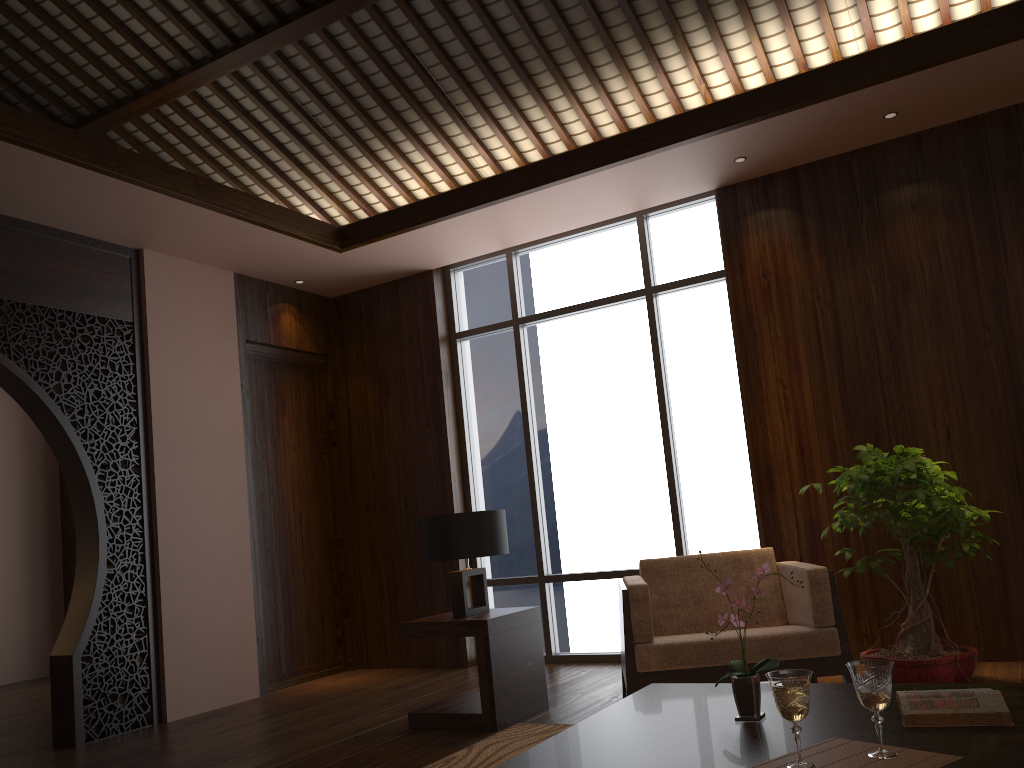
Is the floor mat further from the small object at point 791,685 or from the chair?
the small object at point 791,685

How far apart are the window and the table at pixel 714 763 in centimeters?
265cm

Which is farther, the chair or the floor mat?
the chair

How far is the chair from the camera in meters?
3.6

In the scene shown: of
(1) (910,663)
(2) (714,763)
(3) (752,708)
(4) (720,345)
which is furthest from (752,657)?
(4) (720,345)

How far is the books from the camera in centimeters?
198cm

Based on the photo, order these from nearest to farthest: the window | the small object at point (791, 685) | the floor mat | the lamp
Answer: the small object at point (791, 685)
the floor mat
the lamp
the window

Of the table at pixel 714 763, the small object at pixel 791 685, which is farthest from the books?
the small object at pixel 791 685

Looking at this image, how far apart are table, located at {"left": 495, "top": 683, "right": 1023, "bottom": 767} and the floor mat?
0.9 meters

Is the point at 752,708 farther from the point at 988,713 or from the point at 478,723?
the point at 478,723
